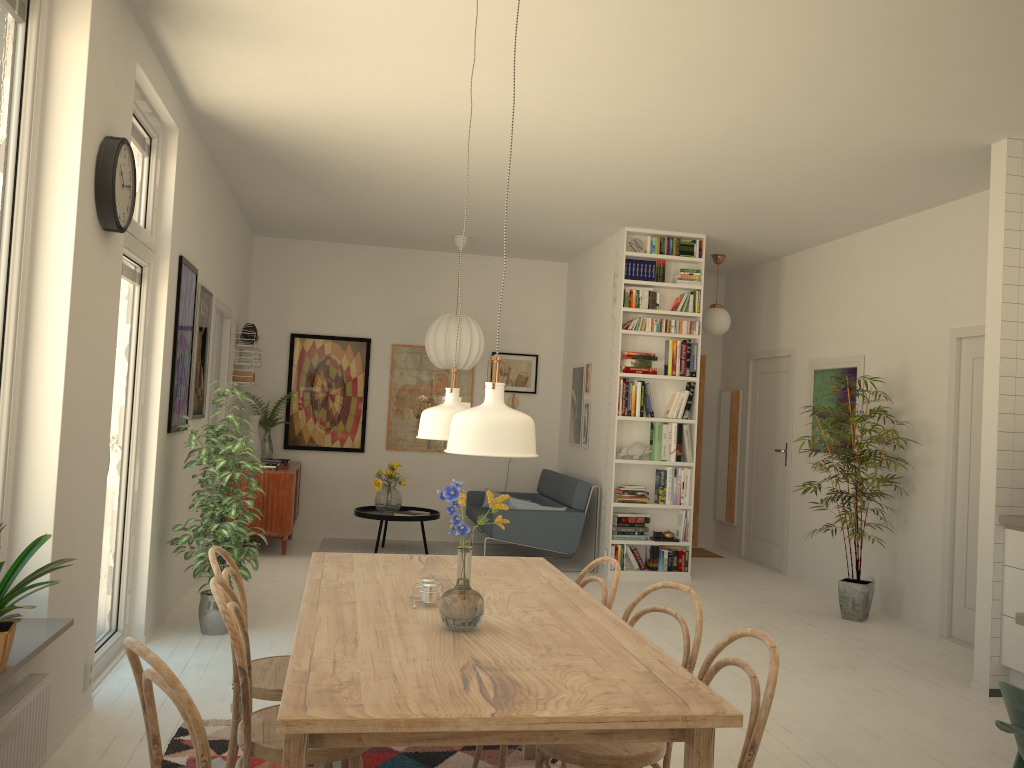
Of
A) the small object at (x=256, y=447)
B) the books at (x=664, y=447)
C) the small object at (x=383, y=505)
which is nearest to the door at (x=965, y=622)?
the books at (x=664, y=447)

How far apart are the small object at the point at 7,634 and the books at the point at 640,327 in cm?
525

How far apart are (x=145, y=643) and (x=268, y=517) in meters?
2.7 m

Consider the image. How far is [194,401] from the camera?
5.7m

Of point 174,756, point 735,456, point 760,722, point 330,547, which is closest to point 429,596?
point 760,722

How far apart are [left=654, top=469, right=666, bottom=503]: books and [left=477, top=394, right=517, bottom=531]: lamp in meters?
2.1

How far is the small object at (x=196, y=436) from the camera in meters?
4.8 m

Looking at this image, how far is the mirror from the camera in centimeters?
898cm

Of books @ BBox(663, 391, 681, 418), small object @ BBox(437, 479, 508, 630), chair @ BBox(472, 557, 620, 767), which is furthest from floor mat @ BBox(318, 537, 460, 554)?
small object @ BBox(437, 479, 508, 630)

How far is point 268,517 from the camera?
7.4m
